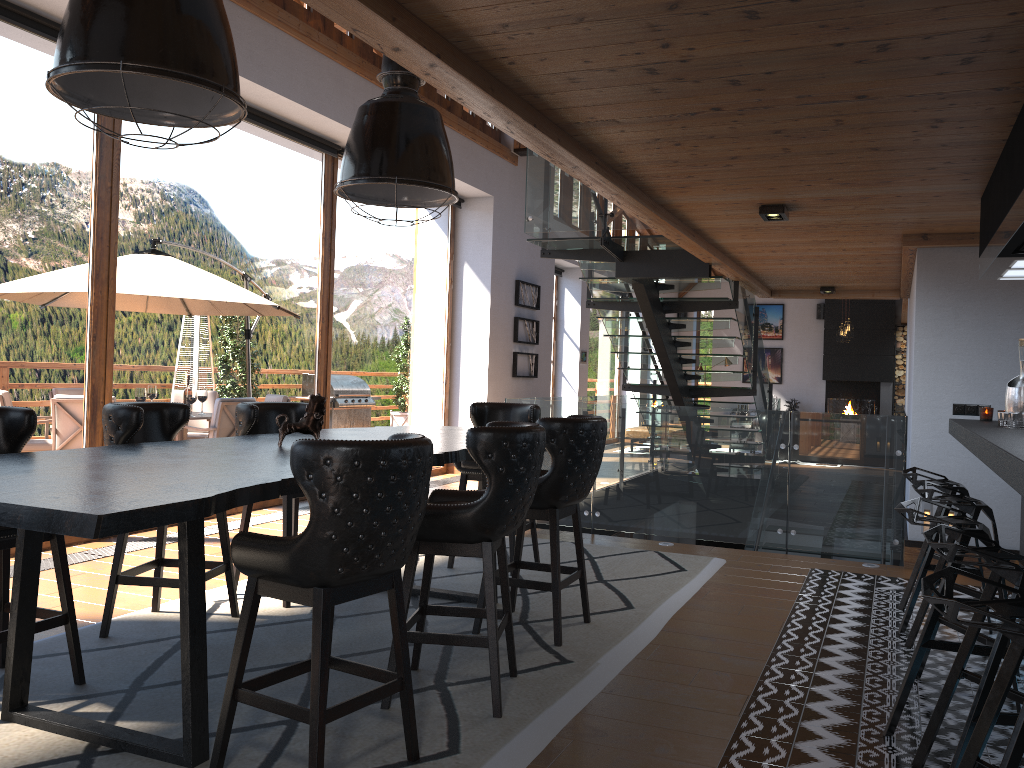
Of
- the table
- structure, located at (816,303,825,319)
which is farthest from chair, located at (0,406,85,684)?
structure, located at (816,303,825,319)

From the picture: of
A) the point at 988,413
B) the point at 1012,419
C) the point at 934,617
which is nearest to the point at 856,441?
the point at 988,413

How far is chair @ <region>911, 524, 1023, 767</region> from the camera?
2.51m

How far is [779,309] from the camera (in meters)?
19.86

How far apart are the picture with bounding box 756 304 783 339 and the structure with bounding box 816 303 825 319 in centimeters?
85cm

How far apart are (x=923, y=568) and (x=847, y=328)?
12.5m

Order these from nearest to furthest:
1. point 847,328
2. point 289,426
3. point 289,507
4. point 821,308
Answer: point 289,426 < point 289,507 < point 847,328 < point 821,308

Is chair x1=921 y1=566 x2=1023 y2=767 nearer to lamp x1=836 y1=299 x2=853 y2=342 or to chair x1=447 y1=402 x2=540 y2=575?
chair x1=447 y1=402 x2=540 y2=575

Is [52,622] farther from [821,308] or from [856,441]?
[821,308]

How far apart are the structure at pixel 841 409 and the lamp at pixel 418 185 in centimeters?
1608cm
